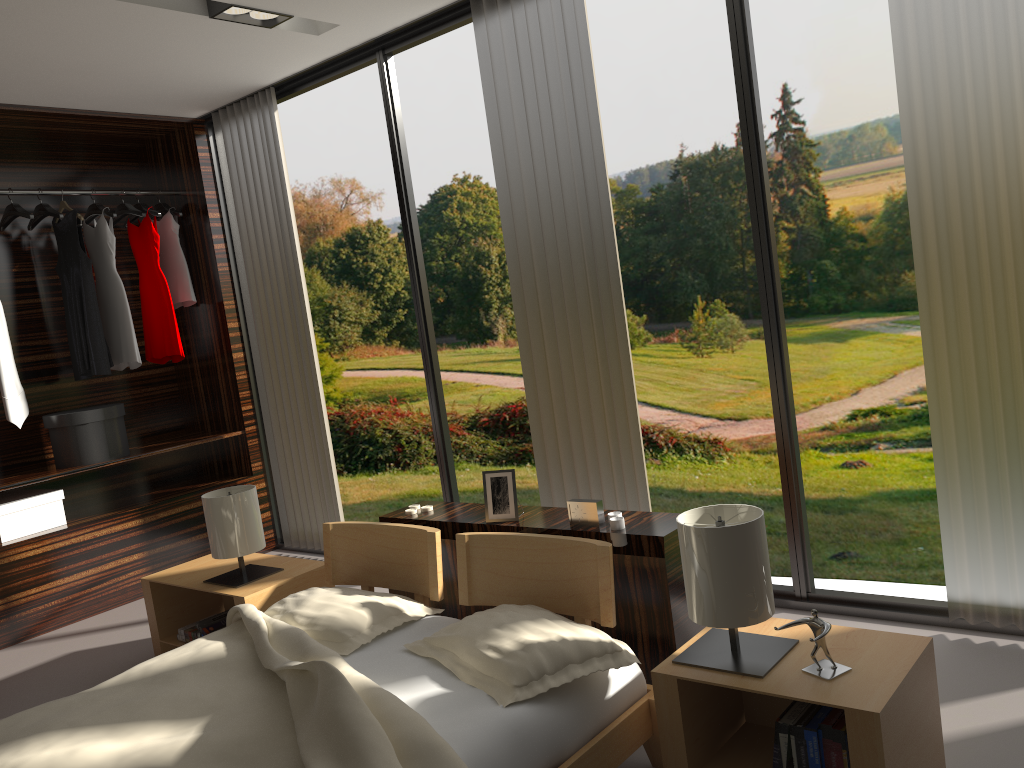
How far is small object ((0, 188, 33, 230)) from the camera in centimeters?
422cm

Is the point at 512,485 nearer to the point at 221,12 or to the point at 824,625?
the point at 824,625

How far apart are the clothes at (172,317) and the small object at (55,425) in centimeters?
43cm

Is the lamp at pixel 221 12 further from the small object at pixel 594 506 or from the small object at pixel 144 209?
the small object at pixel 594 506

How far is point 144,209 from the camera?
4.7m

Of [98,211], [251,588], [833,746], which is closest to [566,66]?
[251,588]

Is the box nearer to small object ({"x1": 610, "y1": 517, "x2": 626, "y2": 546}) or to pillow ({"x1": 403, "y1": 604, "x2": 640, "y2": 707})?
pillow ({"x1": 403, "y1": 604, "x2": 640, "y2": 707})

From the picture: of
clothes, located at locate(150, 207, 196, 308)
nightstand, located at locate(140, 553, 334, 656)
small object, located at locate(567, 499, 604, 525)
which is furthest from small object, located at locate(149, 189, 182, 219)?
small object, located at locate(567, 499, 604, 525)

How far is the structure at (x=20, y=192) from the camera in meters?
4.3

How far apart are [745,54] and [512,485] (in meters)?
1.60
